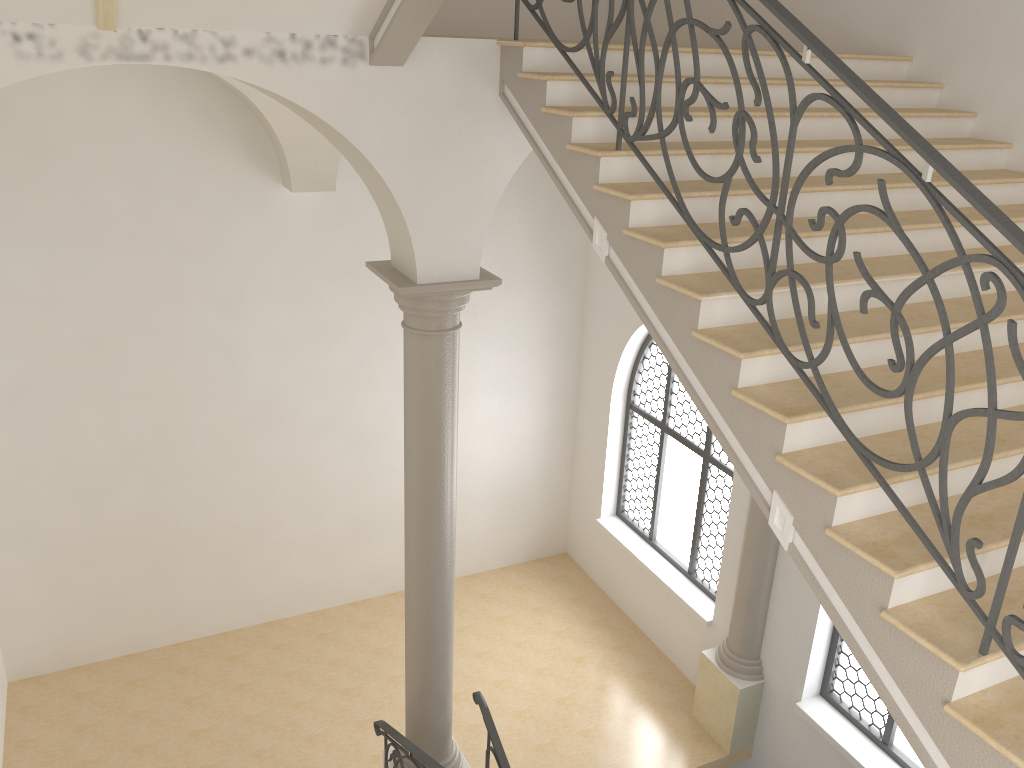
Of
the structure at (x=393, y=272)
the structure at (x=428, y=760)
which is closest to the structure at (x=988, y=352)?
the structure at (x=393, y=272)

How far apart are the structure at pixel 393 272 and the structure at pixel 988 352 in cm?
148

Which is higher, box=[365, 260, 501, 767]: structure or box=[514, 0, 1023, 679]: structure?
box=[514, 0, 1023, 679]: structure

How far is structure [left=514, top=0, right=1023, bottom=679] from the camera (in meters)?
2.68

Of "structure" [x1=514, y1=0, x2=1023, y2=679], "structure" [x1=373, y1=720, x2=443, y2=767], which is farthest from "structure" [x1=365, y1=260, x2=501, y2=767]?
"structure" [x1=514, y1=0, x2=1023, y2=679]

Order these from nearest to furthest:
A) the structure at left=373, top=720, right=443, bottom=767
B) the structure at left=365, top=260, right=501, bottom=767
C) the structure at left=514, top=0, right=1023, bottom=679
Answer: the structure at left=514, top=0, right=1023, bottom=679
the structure at left=365, top=260, right=501, bottom=767
the structure at left=373, top=720, right=443, bottom=767

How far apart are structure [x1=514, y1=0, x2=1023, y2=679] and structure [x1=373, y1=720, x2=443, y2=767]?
3.9m

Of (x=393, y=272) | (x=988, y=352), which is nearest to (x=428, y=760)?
(x=393, y=272)

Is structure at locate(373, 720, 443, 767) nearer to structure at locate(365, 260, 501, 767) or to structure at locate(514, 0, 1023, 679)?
structure at locate(365, 260, 501, 767)

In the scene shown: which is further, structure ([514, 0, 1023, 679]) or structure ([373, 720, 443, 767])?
structure ([373, 720, 443, 767])
